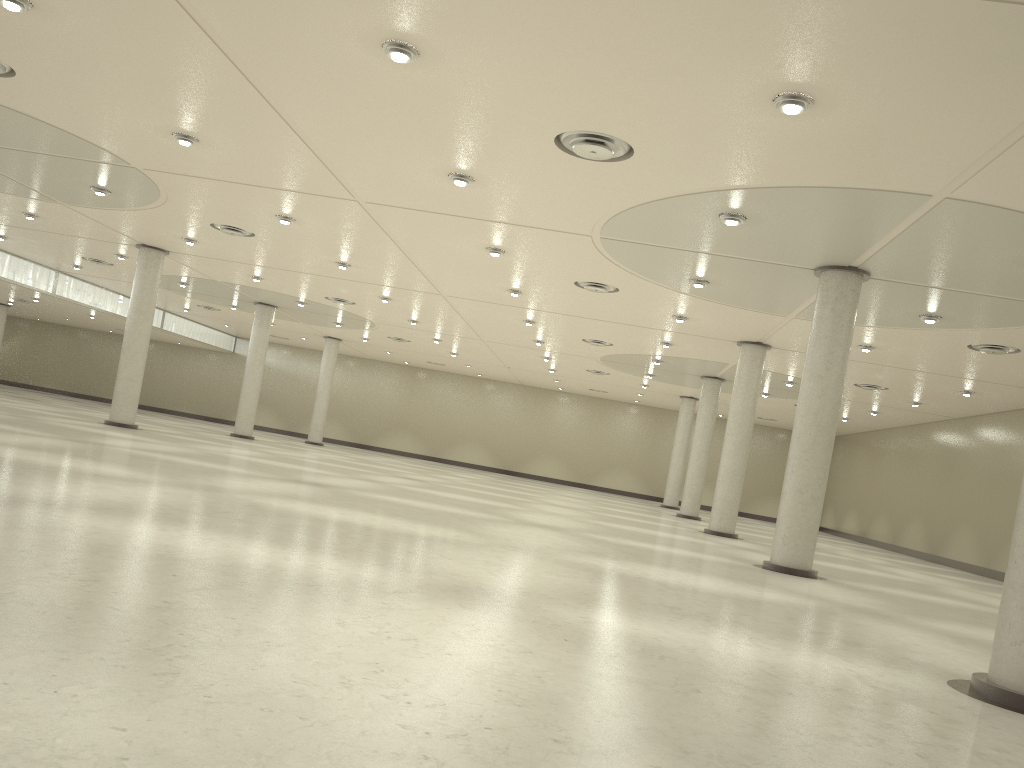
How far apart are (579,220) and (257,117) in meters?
13.3 m
